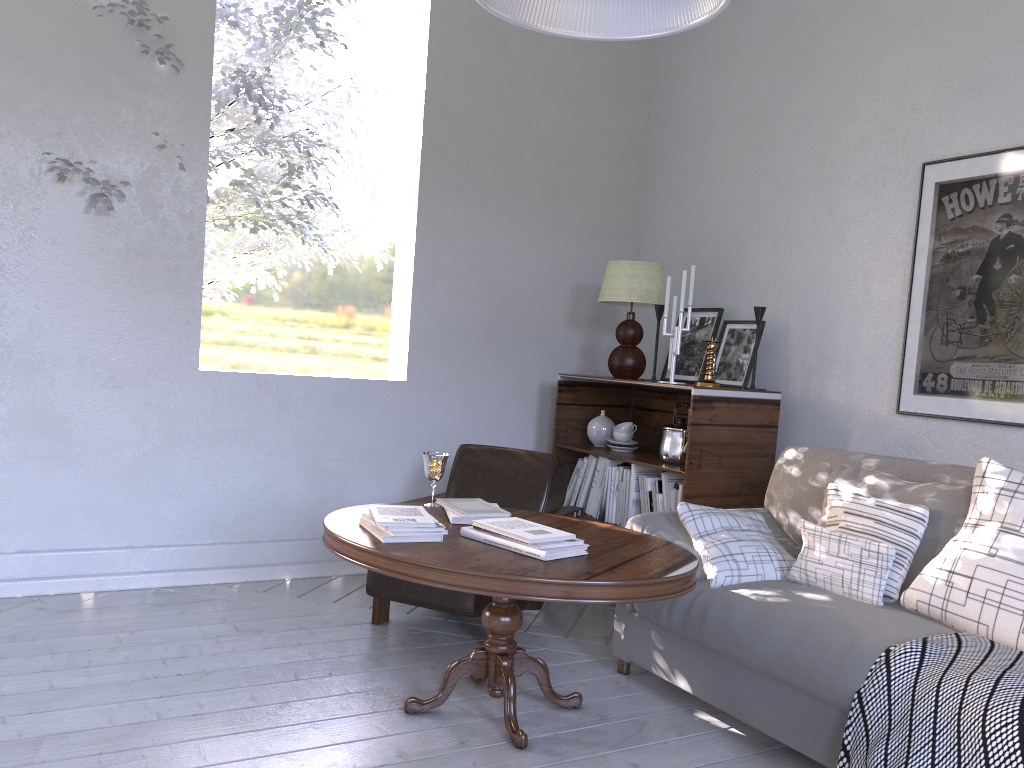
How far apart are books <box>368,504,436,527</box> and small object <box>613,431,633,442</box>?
1.38m

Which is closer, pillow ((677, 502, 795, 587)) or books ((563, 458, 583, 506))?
pillow ((677, 502, 795, 587))

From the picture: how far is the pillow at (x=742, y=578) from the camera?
2.2 meters

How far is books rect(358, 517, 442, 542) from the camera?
2.0m

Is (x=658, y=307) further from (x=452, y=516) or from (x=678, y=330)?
(x=452, y=516)

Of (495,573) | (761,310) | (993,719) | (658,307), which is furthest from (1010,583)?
(658,307)

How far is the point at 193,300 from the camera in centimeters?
302cm

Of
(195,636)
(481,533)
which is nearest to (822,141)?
(481,533)

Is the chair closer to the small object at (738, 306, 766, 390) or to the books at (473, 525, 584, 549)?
the books at (473, 525, 584, 549)

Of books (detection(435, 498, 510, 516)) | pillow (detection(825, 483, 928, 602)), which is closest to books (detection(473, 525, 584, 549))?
books (detection(435, 498, 510, 516))
